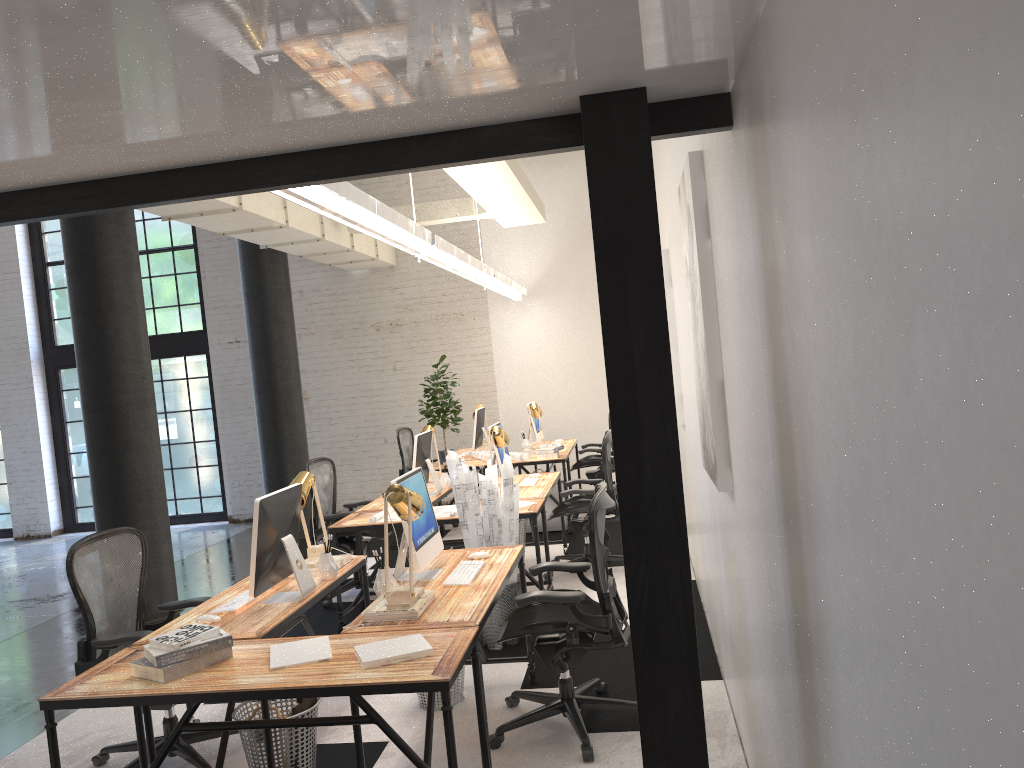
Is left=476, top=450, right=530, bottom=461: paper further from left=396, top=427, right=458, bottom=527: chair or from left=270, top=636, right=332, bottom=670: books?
left=270, top=636, right=332, bottom=670: books

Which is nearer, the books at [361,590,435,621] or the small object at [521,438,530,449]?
the books at [361,590,435,621]

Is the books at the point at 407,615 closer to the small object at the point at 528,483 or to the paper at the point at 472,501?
the paper at the point at 472,501

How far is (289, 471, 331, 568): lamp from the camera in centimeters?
436cm

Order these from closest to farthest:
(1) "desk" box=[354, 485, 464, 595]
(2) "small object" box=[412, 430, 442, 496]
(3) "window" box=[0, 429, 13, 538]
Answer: (1) "desk" box=[354, 485, 464, 595] < (2) "small object" box=[412, 430, 442, 496] < (3) "window" box=[0, 429, 13, 538]

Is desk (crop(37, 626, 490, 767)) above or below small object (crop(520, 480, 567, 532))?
above

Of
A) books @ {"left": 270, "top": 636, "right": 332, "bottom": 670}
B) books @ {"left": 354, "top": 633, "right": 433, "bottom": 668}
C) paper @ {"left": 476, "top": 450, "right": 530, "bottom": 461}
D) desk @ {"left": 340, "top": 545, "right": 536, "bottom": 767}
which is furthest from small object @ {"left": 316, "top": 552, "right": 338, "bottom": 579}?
paper @ {"left": 476, "top": 450, "right": 530, "bottom": 461}

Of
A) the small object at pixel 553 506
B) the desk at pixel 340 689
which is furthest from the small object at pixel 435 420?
the desk at pixel 340 689

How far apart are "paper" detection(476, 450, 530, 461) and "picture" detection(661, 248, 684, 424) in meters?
2.5

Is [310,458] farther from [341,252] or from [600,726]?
[600,726]
